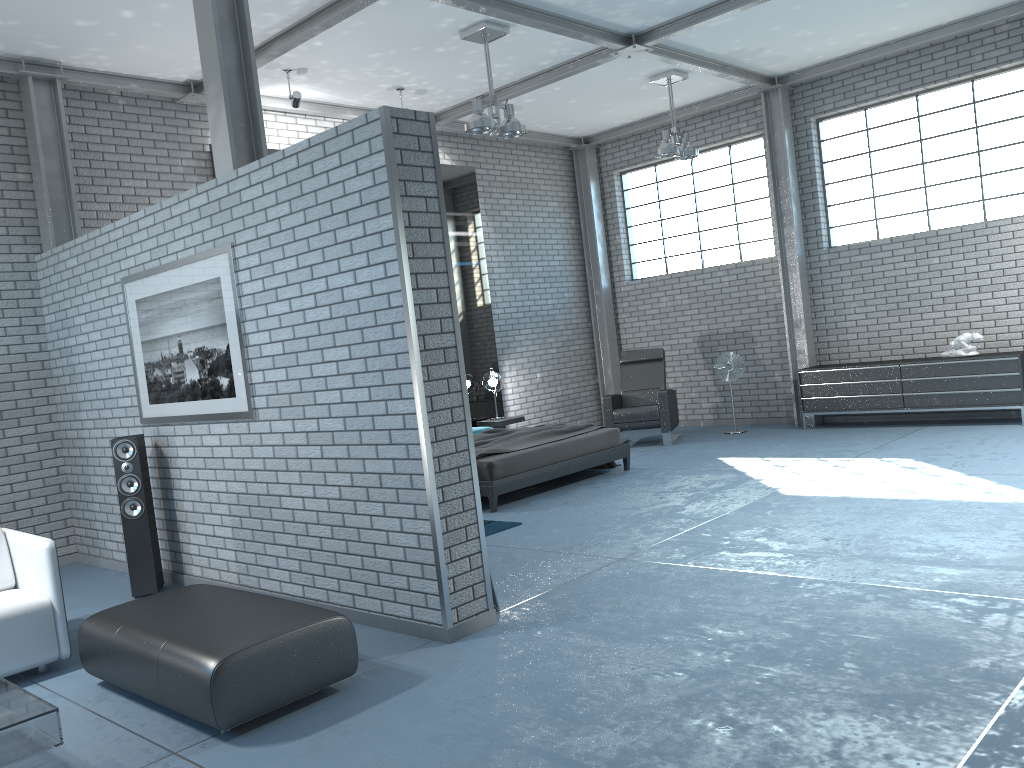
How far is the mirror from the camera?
10.3 meters

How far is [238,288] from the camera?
5.1m

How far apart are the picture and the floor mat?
2.1m

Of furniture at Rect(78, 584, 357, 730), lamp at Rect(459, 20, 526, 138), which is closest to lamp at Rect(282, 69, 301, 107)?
lamp at Rect(459, 20, 526, 138)

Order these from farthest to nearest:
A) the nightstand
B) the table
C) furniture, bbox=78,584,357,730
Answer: the nightstand
furniture, bbox=78,584,357,730
the table

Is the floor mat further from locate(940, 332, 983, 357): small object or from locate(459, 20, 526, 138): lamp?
locate(940, 332, 983, 357): small object

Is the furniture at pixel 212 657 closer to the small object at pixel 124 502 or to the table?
Answer: the table

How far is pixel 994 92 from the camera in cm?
898

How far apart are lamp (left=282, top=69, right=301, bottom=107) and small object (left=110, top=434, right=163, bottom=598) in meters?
3.6

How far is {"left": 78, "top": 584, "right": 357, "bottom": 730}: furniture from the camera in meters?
3.3 m
